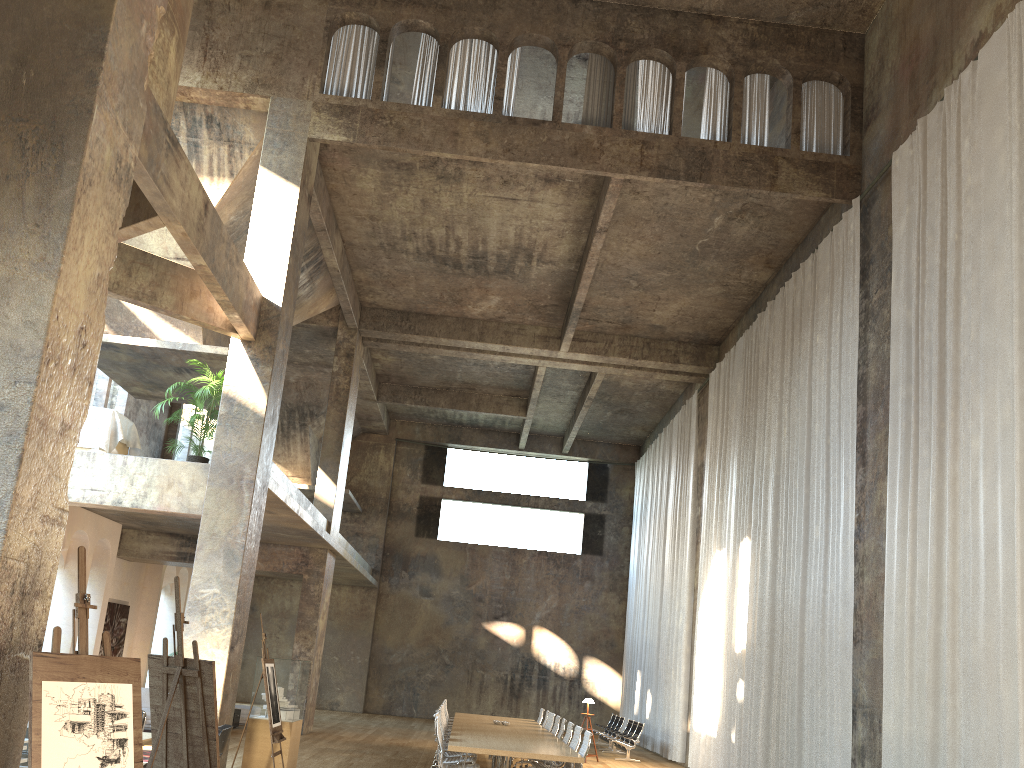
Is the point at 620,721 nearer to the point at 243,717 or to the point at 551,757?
the point at 243,717

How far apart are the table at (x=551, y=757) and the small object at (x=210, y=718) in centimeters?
416cm

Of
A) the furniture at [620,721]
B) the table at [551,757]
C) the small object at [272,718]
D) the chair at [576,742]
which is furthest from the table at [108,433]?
the furniture at [620,721]

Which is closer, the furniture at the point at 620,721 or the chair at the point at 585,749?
the chair at the point at 585,749

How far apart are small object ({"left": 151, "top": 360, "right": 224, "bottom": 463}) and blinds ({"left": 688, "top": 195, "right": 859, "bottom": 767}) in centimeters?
873cm

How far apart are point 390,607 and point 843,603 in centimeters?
1835cm

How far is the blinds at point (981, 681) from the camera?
8.03m

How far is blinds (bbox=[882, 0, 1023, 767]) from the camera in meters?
8.0

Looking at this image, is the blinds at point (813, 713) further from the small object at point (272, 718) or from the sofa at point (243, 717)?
the sofa at point (243, 717)

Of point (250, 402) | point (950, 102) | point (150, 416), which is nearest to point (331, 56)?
point (250, 402)
